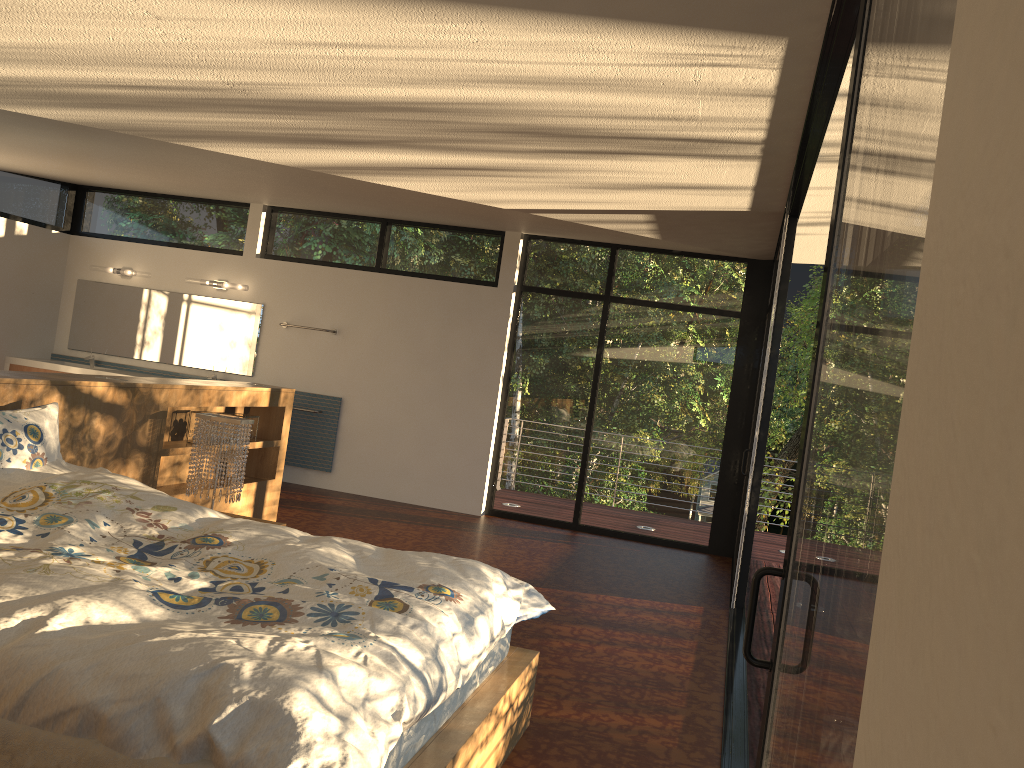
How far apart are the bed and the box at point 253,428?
1.8m

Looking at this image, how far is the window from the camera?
0.74m

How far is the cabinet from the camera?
8.2m

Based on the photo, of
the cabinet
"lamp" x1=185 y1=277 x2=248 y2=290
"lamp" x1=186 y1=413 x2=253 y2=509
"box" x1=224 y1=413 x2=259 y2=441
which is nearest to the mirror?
"lamp" x1=185 y1=277 x2=248 y2=290

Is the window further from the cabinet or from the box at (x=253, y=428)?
the box at (x=253, y=428)

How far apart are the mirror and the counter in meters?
0.2 m

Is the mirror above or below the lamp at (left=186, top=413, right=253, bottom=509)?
above

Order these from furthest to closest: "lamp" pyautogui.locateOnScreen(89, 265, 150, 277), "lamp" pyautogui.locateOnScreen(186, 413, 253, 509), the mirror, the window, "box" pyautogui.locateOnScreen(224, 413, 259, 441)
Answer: "lamp" pyautogui.locateOnScreen(89, 265, 150, 277) → the mirror → "box" pyautogui.locateOnScreen(224, 413, 259, 441) → "lamp" pyautogui.locateOnScreen(186, 413, 253, 509) → the window

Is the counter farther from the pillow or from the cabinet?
the pillow

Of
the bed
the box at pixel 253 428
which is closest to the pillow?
the bed
